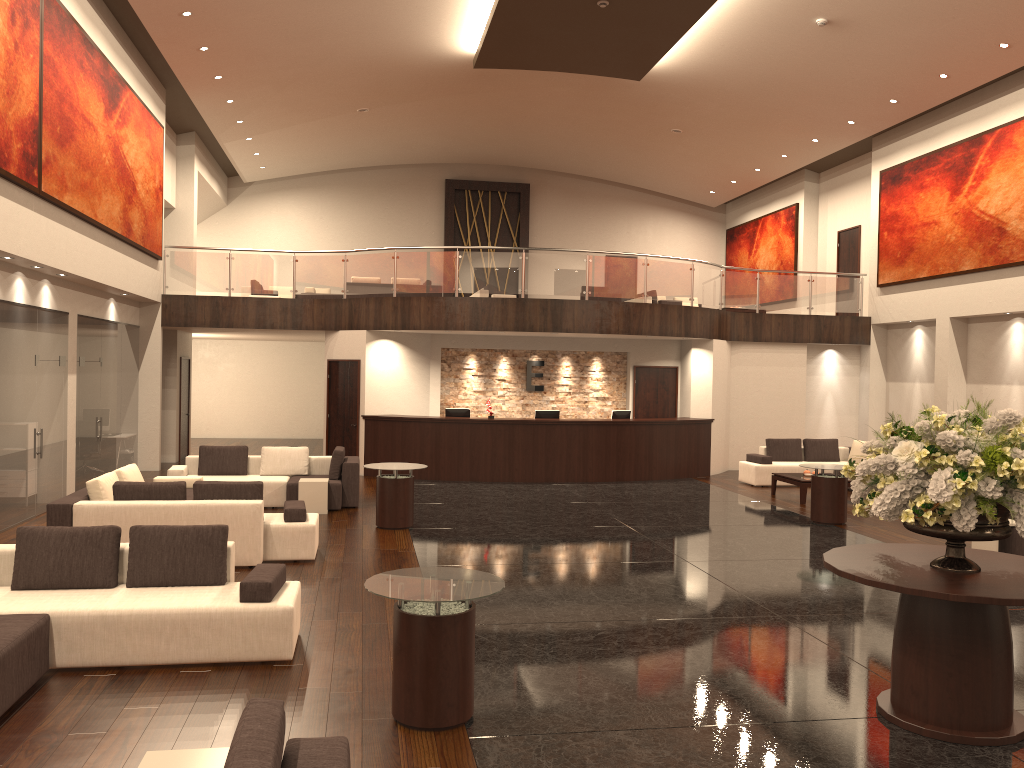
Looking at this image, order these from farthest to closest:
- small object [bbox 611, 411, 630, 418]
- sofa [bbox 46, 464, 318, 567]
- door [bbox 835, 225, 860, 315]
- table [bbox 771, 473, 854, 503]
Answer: door [bbox 835, 225, 860, 315], small object [bbox 611, 411, 630, 418], table [bbox 771, 473, 854, 503], sofa [bbox 46, 464, 318, 567]

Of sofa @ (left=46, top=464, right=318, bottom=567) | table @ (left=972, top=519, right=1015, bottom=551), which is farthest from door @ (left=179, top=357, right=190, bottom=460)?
table @ (left=972, top=519, right=1015, bottom=551)

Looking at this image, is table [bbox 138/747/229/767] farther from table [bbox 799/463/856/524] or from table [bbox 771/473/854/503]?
table [bbox 771/473/854/503]

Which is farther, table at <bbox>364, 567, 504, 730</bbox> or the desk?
the desk

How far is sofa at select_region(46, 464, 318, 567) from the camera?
8.8 meters

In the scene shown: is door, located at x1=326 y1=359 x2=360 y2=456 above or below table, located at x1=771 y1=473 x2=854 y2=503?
above

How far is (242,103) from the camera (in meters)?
17.85

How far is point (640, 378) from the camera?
18.90m

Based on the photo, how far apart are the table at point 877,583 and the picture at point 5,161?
8.93m

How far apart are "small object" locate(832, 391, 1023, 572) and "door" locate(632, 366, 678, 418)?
13.0 meters
